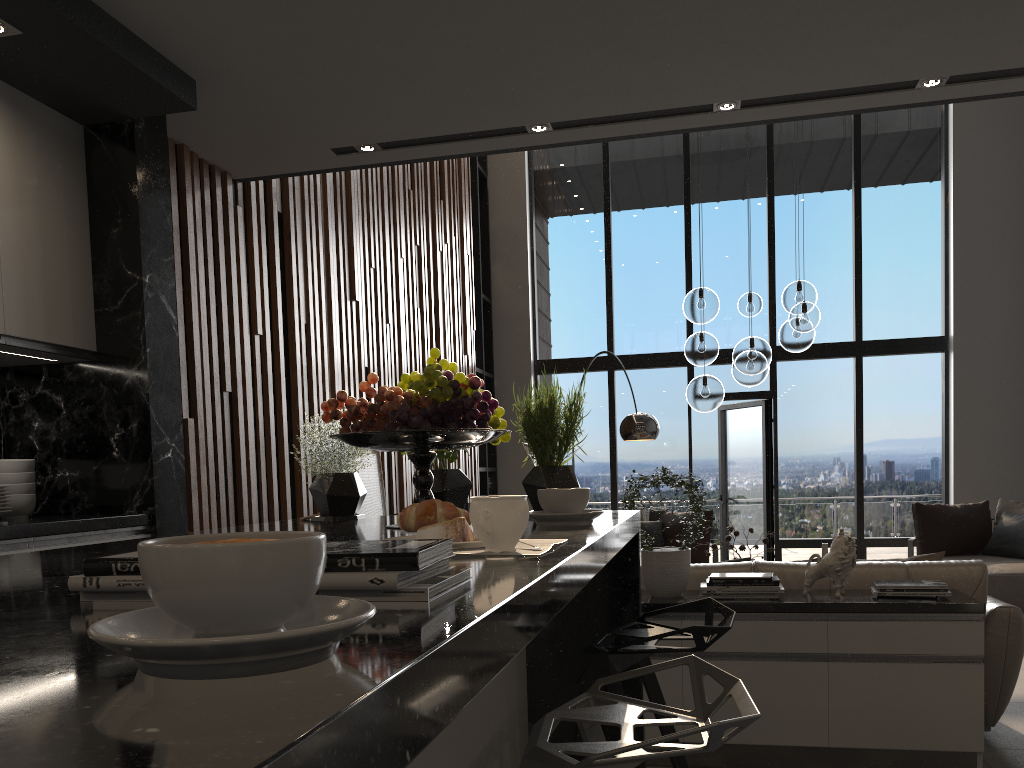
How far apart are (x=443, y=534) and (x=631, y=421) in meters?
5.9 m

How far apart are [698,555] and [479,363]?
3.17m

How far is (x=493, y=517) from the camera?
1.1 meters

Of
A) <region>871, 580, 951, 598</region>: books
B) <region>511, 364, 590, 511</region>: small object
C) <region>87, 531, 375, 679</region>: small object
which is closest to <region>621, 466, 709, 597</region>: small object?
<region>871, 580, 951, 598</region>: books

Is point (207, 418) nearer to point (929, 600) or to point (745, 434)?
point (929, 600)

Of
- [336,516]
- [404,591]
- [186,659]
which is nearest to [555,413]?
[336,516]

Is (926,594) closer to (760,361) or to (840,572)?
(840,572)

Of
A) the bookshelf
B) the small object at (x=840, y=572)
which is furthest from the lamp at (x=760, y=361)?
the bookshelf

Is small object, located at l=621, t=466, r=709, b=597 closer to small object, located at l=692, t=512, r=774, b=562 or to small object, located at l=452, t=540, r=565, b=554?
small object, located at l=692, t=512, r=774, b=562

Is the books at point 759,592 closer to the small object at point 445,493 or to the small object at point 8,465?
the small object at point 445,493
